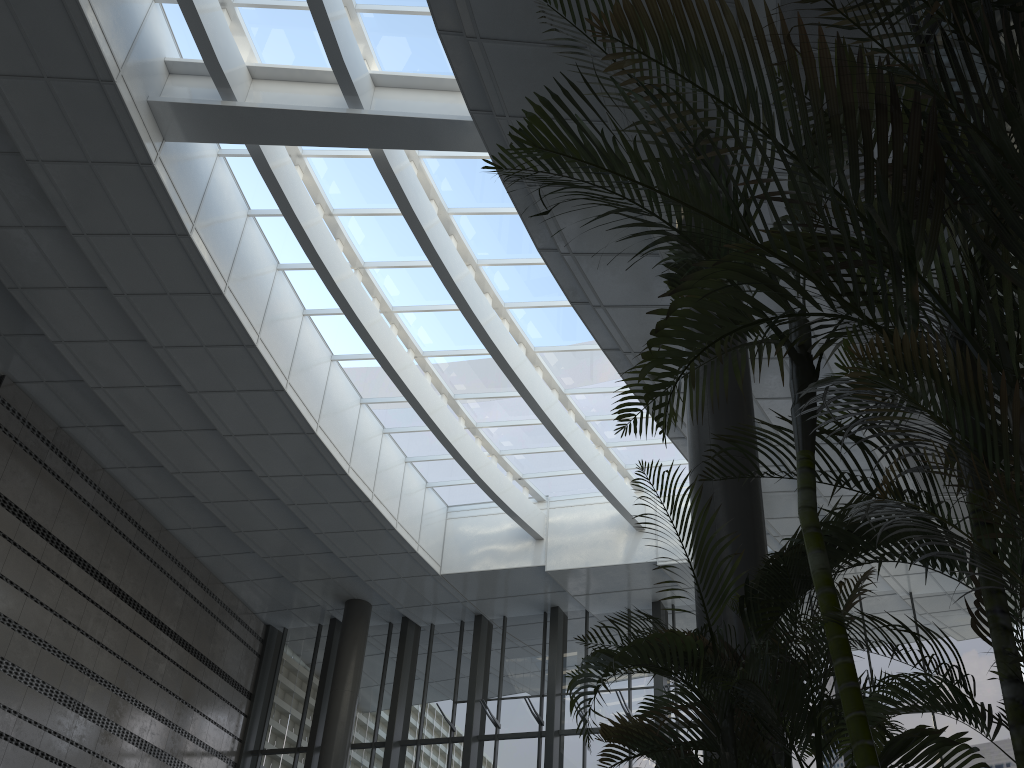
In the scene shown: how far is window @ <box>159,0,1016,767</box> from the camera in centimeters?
1029cm

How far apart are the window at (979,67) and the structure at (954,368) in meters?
1.9 m

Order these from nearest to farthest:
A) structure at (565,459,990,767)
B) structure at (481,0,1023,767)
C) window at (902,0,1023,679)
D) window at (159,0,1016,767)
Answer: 1. structure at (481,0,1023,767)
2. structure at (565,459,990,767)
3. window at (902,0,1023,679)
4. window at (159,0,1016,767)

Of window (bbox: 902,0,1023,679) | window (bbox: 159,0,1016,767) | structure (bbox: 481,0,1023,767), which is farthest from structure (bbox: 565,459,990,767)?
window (bbox: 159,0,1016,767)

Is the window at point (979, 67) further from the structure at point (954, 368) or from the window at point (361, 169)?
the window at point (361, 169)

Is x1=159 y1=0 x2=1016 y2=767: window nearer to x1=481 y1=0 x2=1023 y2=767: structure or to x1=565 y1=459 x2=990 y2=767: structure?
x1=481 y1=0 x2=1023 y2=767: structure

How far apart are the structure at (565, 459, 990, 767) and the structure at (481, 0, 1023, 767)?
0.2m

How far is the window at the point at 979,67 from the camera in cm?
504

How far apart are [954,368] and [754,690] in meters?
1.6

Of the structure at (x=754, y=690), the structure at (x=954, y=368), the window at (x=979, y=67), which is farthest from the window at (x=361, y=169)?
the structure at (x=754, y=690)
